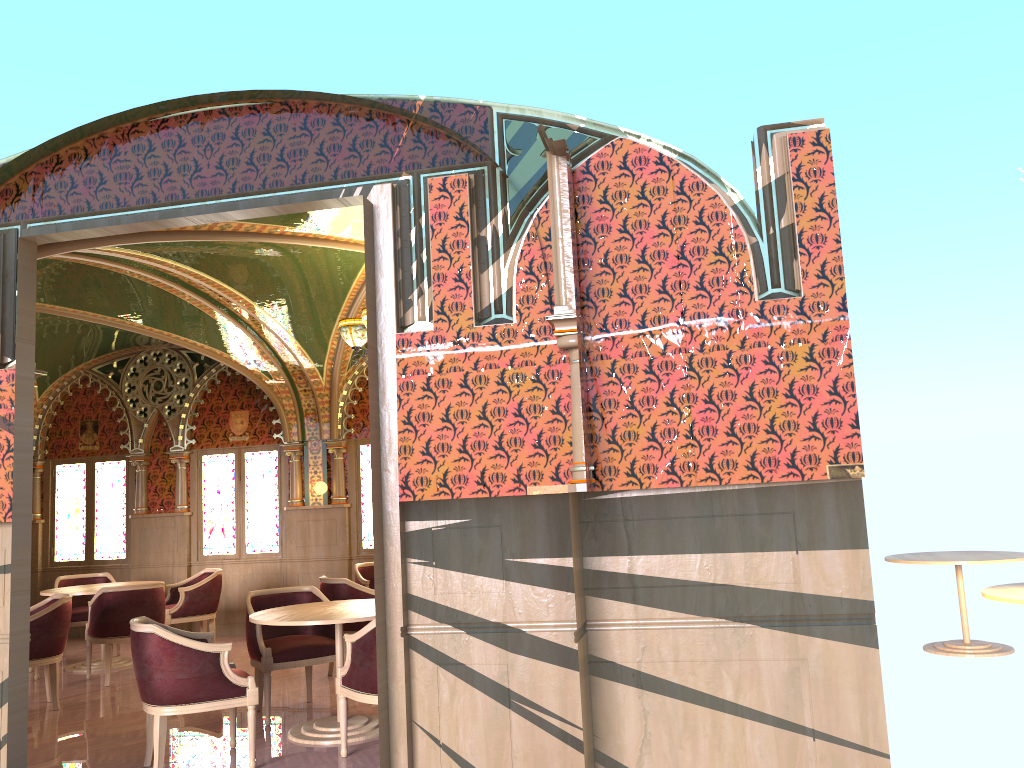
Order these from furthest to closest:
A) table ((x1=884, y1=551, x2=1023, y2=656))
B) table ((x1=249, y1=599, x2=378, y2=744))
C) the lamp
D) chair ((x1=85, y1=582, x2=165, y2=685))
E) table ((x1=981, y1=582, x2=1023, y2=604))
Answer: chair ((x1=85, y1=582, x2=165, y2=685))
the lamp
table ((x1=884, y1=551, x2=1023, y2=656))
table ((x1=249, y1=599, x2=378, y2=744))
table ((x1=981, y1=582, x2=1023, y2=604))

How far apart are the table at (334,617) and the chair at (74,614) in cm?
445

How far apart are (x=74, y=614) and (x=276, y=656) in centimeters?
437cm

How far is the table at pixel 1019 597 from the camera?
4.8 meters

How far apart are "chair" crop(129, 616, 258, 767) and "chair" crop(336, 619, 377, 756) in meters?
0.5 m

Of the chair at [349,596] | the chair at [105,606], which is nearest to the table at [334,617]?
the chair at [349,596]

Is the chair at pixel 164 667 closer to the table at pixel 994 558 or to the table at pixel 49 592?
the table at pixel 49 592

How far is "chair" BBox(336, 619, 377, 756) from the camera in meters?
4.9 m

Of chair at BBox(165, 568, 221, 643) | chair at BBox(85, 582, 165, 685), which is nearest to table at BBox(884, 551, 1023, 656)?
chair at BBox(85, 582, 165, 685)

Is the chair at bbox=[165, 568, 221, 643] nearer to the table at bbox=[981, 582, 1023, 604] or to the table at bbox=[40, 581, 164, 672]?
the table at bbox=[40, 581, 164, 672]
